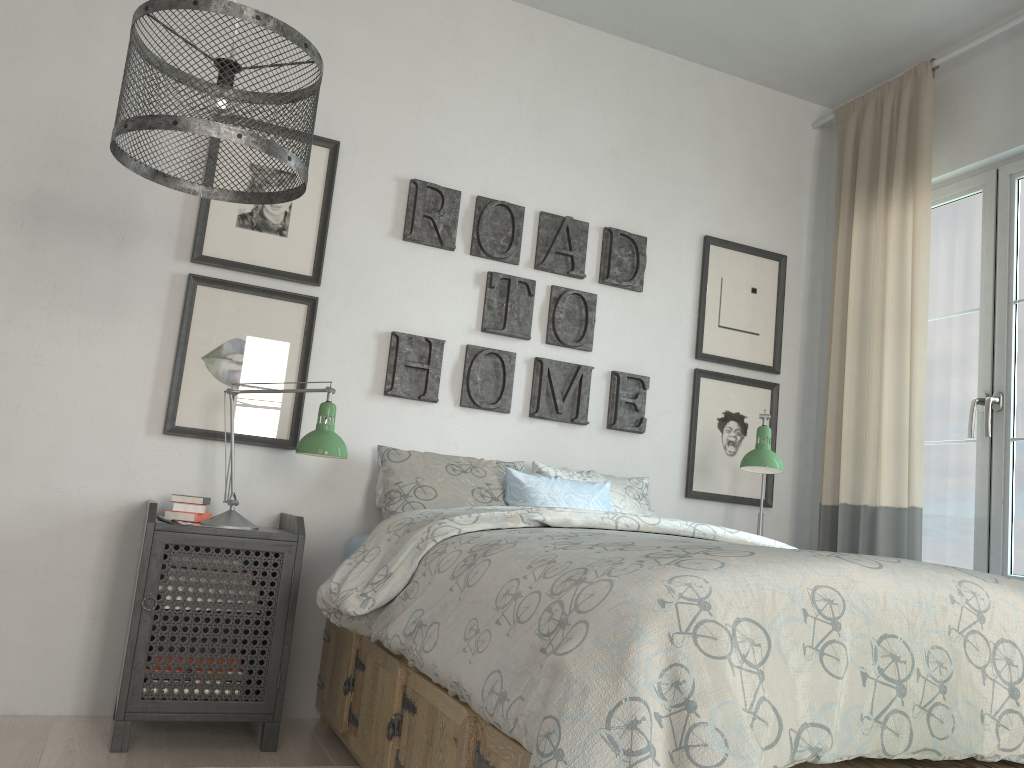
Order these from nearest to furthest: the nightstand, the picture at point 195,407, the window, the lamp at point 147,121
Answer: the lamp at point 147,121 → the nightstand → the picture at point 195,407 → the window

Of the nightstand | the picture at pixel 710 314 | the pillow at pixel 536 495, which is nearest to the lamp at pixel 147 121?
the nightstand

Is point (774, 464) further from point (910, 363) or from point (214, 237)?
point (214, 237)

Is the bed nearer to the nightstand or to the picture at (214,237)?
the nightstand

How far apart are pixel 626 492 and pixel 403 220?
1.3 meters

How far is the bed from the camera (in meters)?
1.19

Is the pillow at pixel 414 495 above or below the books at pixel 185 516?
above

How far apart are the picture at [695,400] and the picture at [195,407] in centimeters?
153cm

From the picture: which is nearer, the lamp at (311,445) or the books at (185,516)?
the lamp at (311,445)

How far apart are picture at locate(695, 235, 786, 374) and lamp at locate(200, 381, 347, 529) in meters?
1.6
